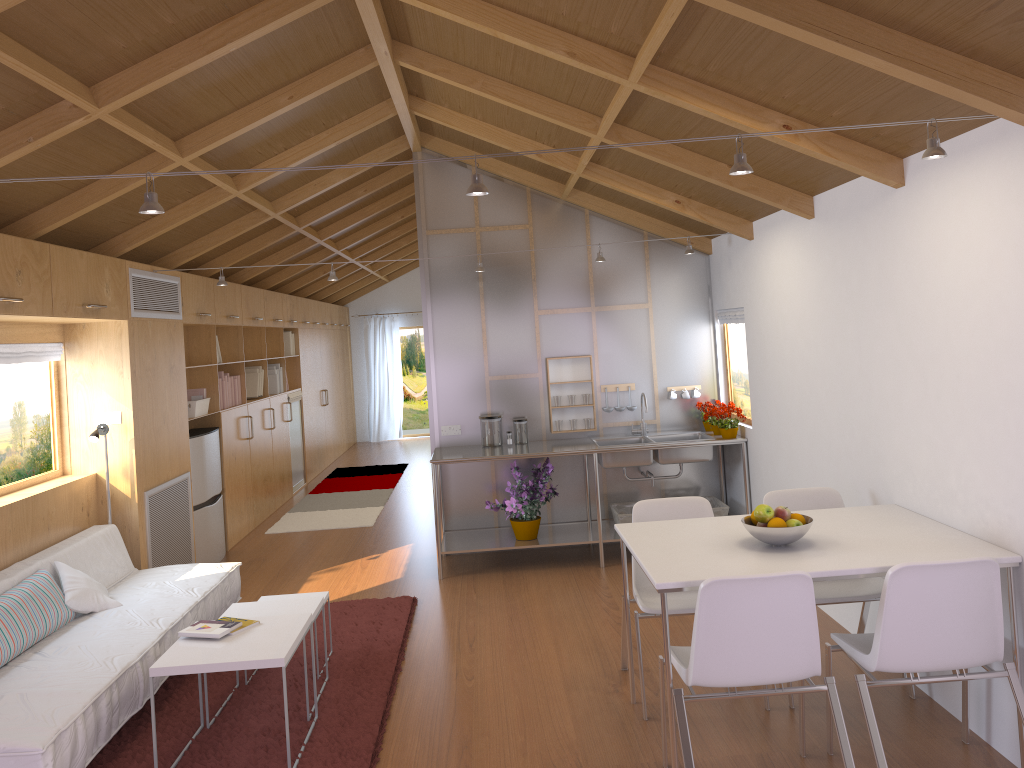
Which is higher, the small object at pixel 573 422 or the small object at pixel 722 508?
the small object at pixel 573 422

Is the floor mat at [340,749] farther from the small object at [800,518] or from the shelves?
the small object at [800,518]

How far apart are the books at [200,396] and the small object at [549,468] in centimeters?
255cm

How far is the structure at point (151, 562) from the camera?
5.5 meters

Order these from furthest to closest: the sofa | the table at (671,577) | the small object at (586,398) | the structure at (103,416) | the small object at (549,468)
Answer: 1. the small object at (586,398)
2. the small object at (549,468)
3. the structure at (103,416)
4. the sofa
5. the table at (671,577)

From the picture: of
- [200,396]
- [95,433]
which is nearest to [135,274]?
[95,433]

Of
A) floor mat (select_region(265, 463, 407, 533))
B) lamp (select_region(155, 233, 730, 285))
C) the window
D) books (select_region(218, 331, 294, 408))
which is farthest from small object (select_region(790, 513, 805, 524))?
books (select_region(218, 331, 294, 408))

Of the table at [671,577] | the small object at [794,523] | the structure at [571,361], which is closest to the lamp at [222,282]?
the structure at [571,361]

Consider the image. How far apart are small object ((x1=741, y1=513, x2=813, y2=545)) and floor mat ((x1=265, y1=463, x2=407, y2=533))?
5.0 meters

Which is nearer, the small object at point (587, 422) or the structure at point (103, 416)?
the structure at point (103, 416)
